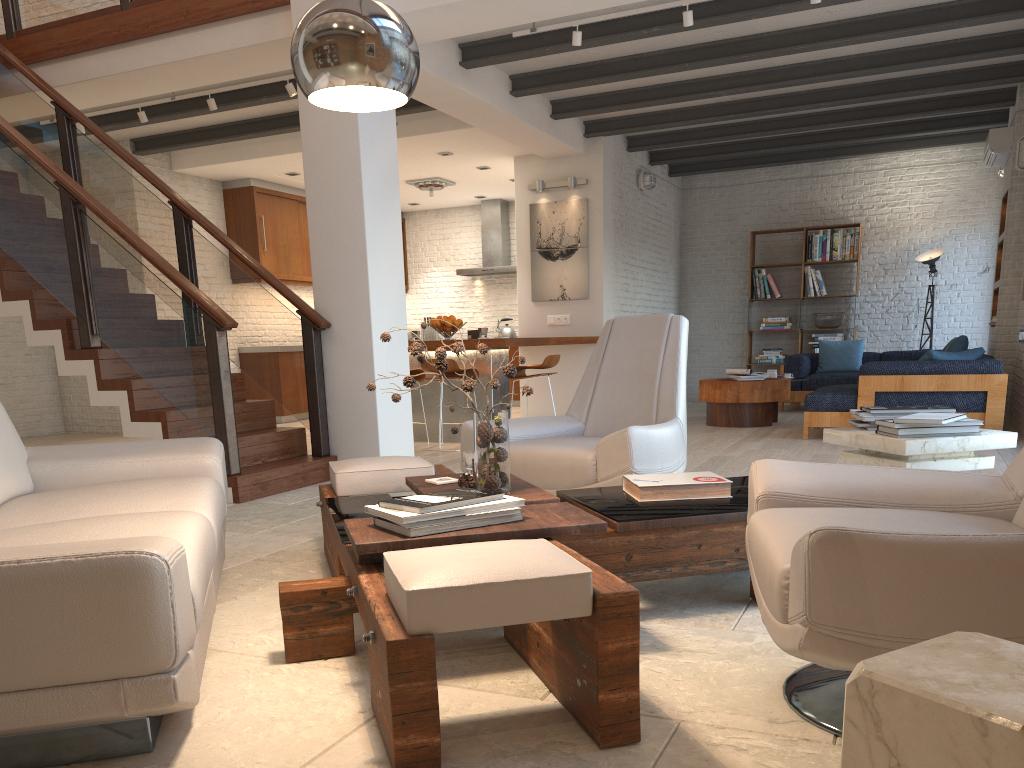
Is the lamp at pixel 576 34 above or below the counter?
above

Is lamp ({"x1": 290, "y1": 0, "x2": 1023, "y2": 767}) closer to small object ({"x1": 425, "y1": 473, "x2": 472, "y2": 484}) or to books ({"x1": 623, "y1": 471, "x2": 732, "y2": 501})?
small object ({"x1": 425, "y1": 473, "x2": 472, "y2": 484})

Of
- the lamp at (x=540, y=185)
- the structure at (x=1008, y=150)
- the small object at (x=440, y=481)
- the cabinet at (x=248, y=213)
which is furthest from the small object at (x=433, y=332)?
the small object at (x=440, y=481)

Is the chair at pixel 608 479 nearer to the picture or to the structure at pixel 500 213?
the picture

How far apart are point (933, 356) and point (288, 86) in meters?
5.7 m

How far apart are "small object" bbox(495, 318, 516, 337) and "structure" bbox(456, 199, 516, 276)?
0.8 meters

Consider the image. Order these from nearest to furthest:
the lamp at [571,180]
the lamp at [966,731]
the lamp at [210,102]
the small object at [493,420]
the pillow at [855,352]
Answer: the lamp at [966,731], the small object at [493,420], the lamp at [210,102], the lamp at [571,180], the pillow at [855,352]

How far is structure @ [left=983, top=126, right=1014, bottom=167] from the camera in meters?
8.4

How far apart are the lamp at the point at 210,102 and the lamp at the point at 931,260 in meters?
8.4 m

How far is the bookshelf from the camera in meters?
11.5 m
